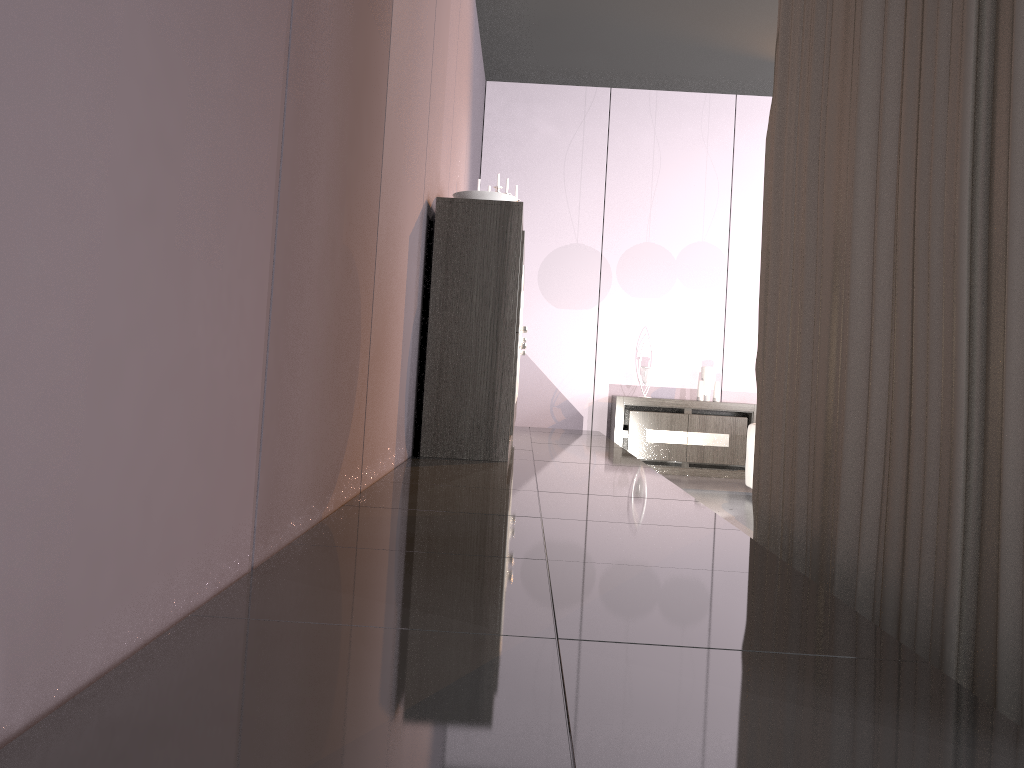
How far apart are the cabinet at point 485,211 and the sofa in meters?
2.0 m

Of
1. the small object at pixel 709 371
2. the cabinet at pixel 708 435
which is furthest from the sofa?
the small object at pixel 709 371

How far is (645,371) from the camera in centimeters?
670cm

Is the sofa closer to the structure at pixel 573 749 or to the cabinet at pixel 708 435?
the structure at pixel 573 749

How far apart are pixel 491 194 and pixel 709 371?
3.3 meters

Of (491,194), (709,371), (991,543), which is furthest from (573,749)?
(709,371)

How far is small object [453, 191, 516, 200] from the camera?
4.0 meters

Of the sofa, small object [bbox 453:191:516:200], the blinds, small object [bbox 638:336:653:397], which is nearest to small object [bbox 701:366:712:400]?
small object [bbox 638:336:653:397]

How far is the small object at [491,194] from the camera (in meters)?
4.03

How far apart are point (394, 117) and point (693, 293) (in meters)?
4.65
